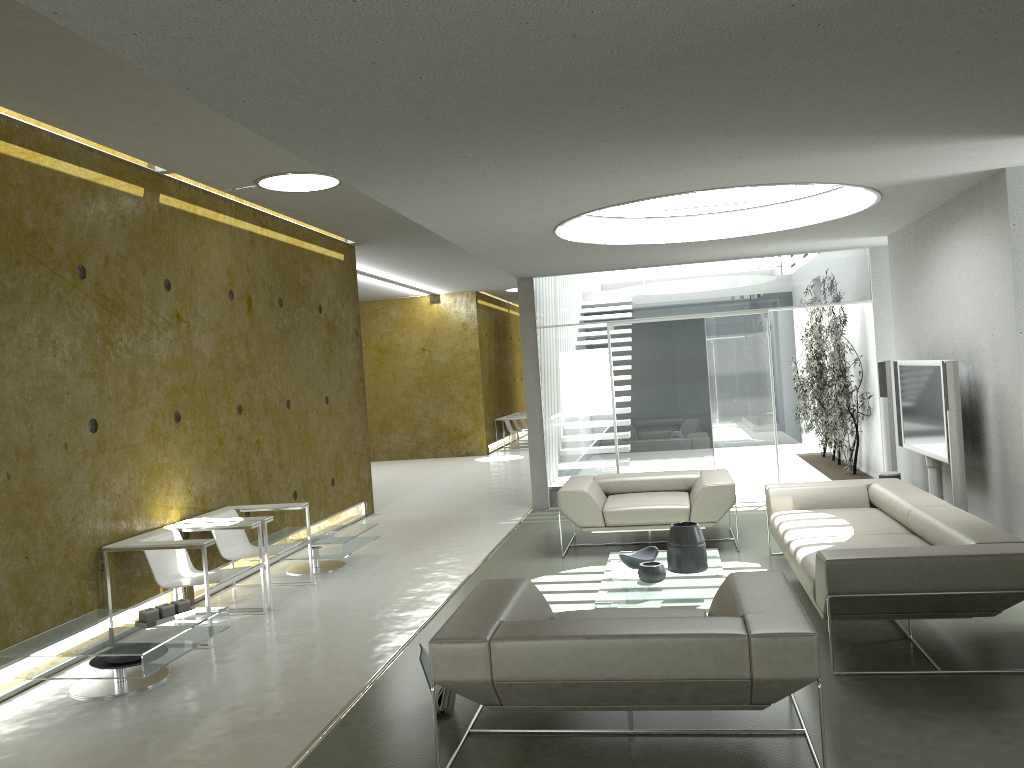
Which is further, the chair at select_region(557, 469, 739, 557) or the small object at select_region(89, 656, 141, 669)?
the chair at select_region(557, 469, 739, 557)

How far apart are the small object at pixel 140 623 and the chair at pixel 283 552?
1.2m

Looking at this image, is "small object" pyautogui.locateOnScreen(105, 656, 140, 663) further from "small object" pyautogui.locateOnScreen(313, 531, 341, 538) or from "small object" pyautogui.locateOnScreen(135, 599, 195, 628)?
"small object" pyautogui.locateOnScreen(313, 531, 341, 538)

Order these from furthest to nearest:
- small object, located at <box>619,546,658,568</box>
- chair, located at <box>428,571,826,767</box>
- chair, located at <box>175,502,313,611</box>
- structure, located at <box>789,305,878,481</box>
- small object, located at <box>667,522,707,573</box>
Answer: structure, located at <box>789,305,878,481</box>
chair, located at <box>175,502,313,611</box>
small object, located at <box>619,546,658,568</box>
small object, located at <box>667,522,707,573</box>
chair, located at <box>428,571,826,767</box>

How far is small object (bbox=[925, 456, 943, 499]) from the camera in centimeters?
719cm

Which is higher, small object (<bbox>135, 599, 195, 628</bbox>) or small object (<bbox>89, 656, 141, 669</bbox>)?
small object (<bbox>135, 599, 195, 628</bbox>)

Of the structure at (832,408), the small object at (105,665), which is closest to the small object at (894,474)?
the structure at (832,408)

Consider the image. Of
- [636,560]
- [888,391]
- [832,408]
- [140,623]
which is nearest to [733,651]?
[636,560]

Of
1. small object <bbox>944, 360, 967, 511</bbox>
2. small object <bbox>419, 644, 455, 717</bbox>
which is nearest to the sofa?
small object <bbox>944, 360, 967, 511</bbox>

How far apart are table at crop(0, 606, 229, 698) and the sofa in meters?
3.4
